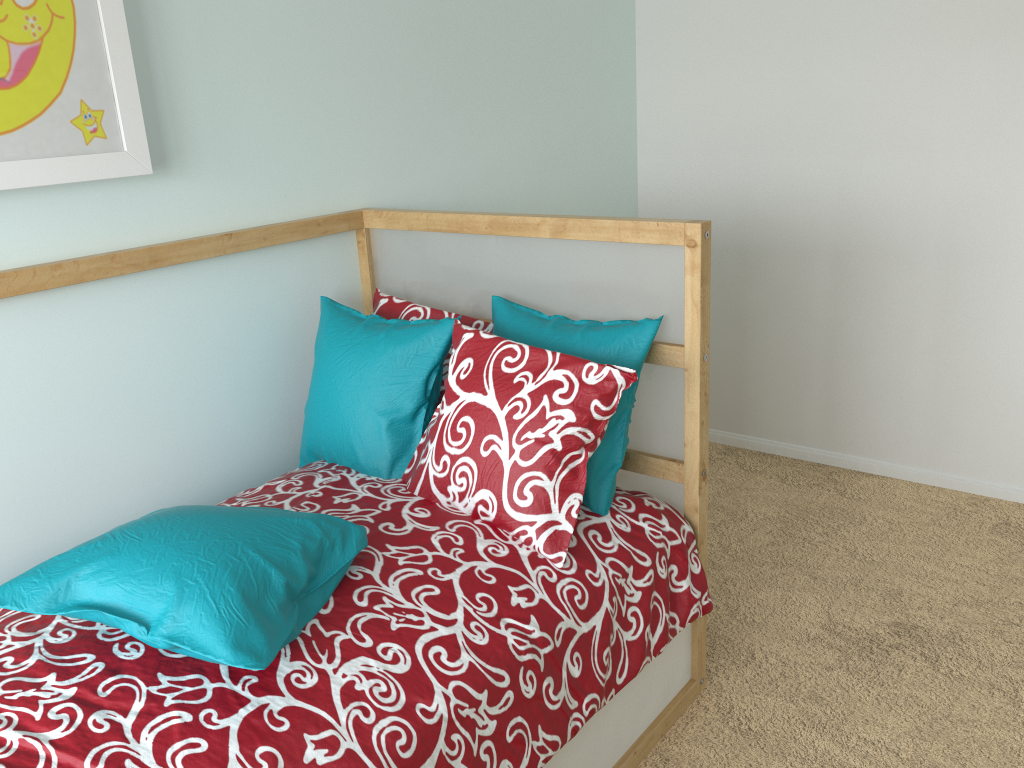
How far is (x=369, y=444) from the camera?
1.7 meters

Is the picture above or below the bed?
above

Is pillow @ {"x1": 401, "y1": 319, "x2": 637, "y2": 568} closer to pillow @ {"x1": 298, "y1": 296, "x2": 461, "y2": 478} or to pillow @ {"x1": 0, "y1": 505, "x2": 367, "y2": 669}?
pillow @ {"x1": 298, "y1": 296, "x2": 461, "y2": 478}

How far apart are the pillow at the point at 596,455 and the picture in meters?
0.7

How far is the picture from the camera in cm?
140

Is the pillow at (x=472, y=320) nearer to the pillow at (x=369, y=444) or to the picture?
the pillow at (x=369, y=444)

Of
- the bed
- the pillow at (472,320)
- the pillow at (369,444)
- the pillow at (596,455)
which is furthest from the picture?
the pillow at (596,455)

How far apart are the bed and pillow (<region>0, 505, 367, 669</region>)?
0.01m

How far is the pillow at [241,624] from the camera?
1.1 meters

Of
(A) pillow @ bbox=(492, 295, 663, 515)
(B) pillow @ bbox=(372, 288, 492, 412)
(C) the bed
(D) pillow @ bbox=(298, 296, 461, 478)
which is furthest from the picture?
(A) pillow @ bbox=(492, 295, 663, 515)
